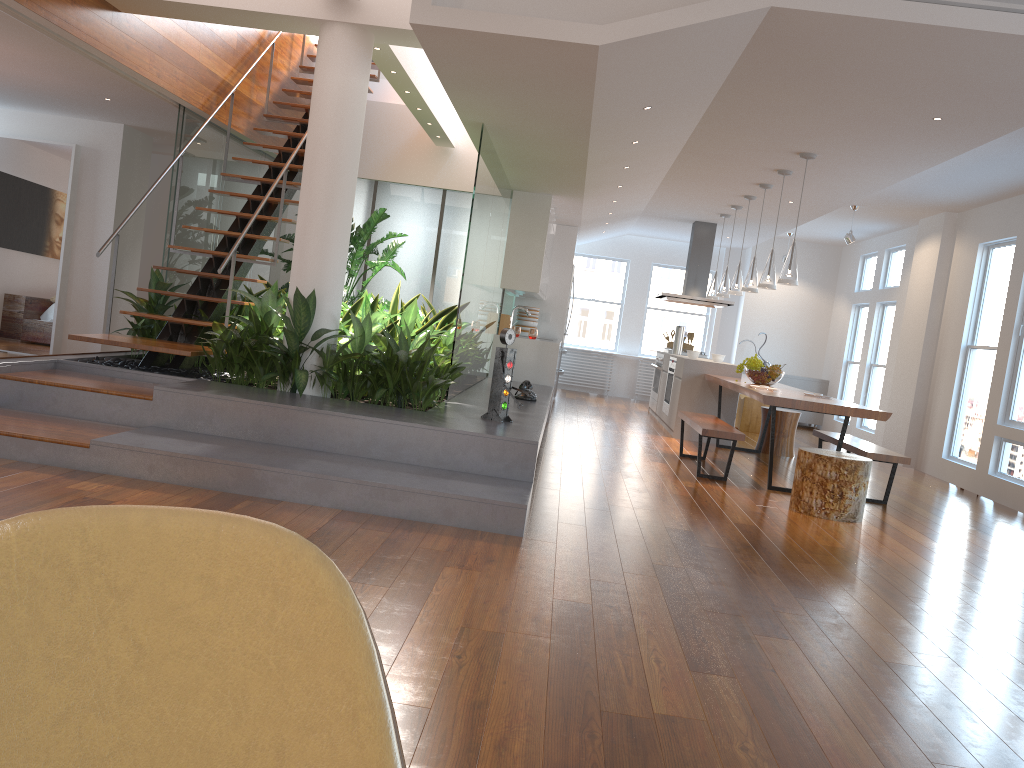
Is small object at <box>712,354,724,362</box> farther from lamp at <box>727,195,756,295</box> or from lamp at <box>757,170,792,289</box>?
lamp at <box>757,170,792,289</box>

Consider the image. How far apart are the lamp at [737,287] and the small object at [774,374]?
1.2 meters

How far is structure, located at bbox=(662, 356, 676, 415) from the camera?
10.0 meters

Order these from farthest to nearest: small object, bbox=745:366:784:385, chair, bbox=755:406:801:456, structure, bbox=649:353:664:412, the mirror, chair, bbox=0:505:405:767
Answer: structure, bbox=649:353:664:412 → chair, bbox=755:406:801:456 → the mirror → small object, bbox=745:366:784:385 → chair, bbox=0:505:405:767

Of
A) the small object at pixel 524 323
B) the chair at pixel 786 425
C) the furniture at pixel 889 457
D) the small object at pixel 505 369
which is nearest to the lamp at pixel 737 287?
the chair at pixel 786 425

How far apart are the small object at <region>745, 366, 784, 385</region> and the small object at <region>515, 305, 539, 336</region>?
3.3 meters

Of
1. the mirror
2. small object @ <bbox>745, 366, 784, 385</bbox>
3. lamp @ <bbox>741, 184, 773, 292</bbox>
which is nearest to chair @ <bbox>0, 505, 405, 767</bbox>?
small object @ <bbox>745, 366, 784, 385</bbox>

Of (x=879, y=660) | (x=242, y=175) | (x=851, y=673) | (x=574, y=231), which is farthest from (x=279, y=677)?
(x=574, y=231)

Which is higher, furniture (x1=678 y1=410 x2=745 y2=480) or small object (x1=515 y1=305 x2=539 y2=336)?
small object (x1=515 y1=305 x2=539 y2=336)

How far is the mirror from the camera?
8.57m
